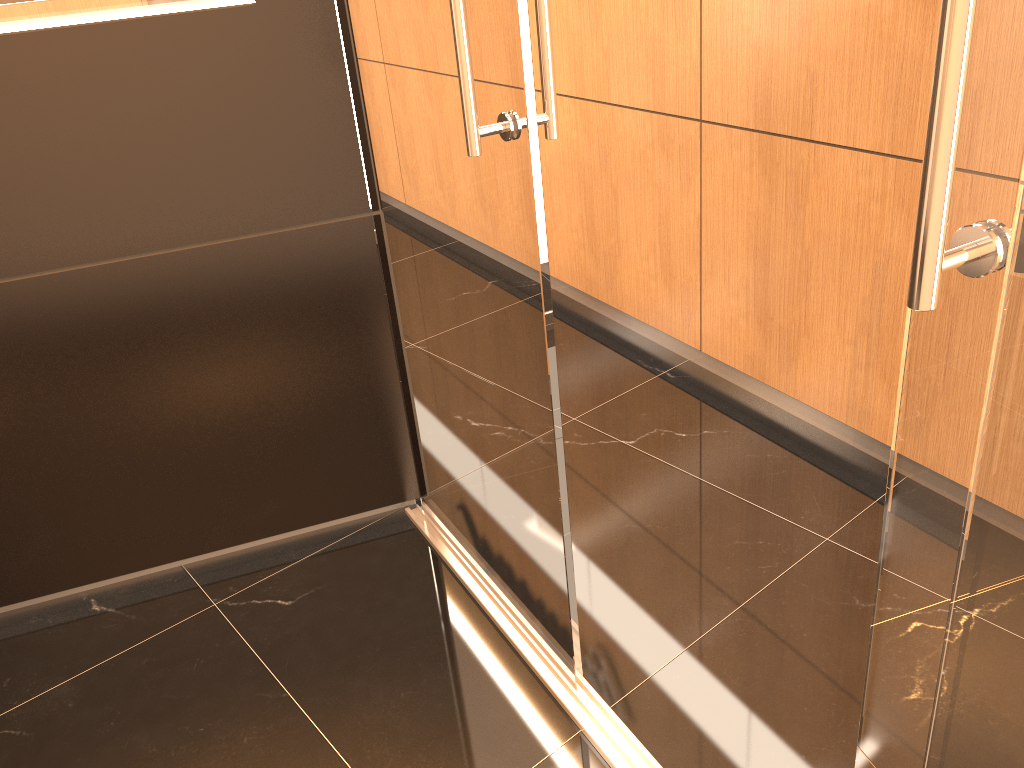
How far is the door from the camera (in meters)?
0.81

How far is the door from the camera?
0.8 meters

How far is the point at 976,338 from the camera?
0.8m

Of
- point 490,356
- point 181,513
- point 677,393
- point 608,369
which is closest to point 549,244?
point 608,369
